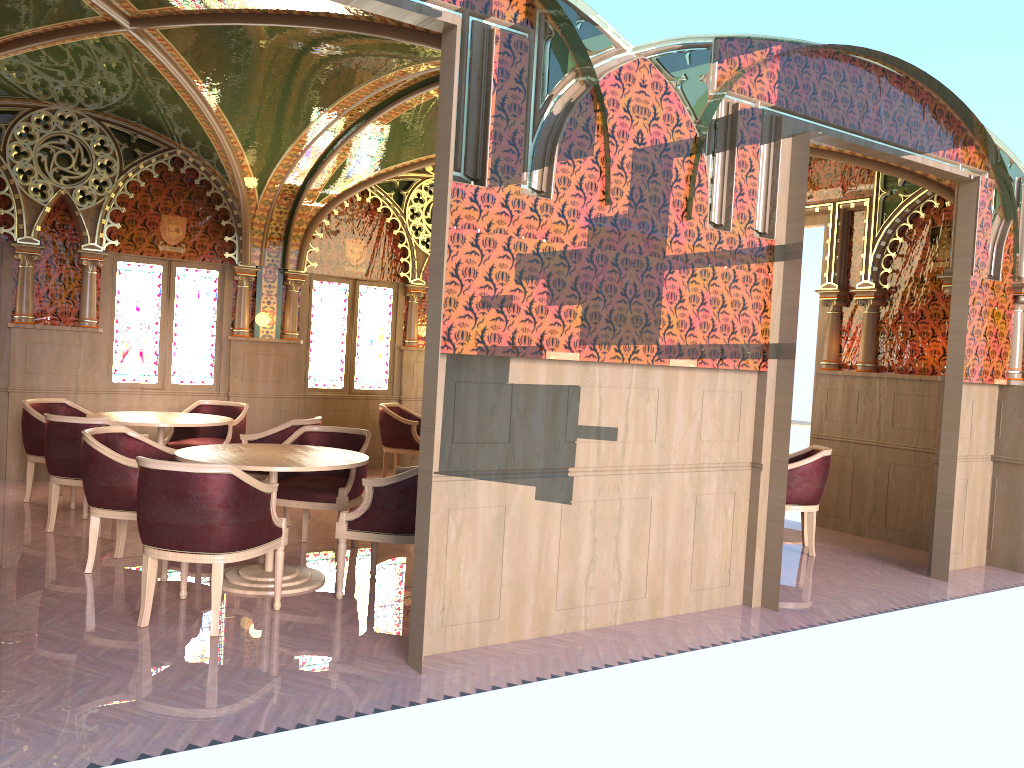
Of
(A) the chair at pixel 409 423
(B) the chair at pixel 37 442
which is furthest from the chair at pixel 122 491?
(A) the chair at pixel 409 423

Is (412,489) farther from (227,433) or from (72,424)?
(227,433)

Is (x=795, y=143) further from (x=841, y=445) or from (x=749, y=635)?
(x=841, y=445)

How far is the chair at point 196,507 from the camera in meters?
4.3

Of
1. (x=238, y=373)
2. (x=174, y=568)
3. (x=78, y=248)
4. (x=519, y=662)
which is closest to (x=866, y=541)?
(x=519, y=662)

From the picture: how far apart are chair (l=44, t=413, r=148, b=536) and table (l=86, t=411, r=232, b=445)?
0.6 meters

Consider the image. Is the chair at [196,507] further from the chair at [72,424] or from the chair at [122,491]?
the chair at [72,424]

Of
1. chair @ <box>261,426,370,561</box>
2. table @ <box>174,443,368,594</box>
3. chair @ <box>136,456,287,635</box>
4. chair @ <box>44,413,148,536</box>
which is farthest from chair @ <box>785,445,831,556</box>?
chair @ <box>44,413,148,536</box>

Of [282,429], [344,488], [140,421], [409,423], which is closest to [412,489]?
[344,488]

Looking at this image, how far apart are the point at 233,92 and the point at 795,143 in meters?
4.6 m
